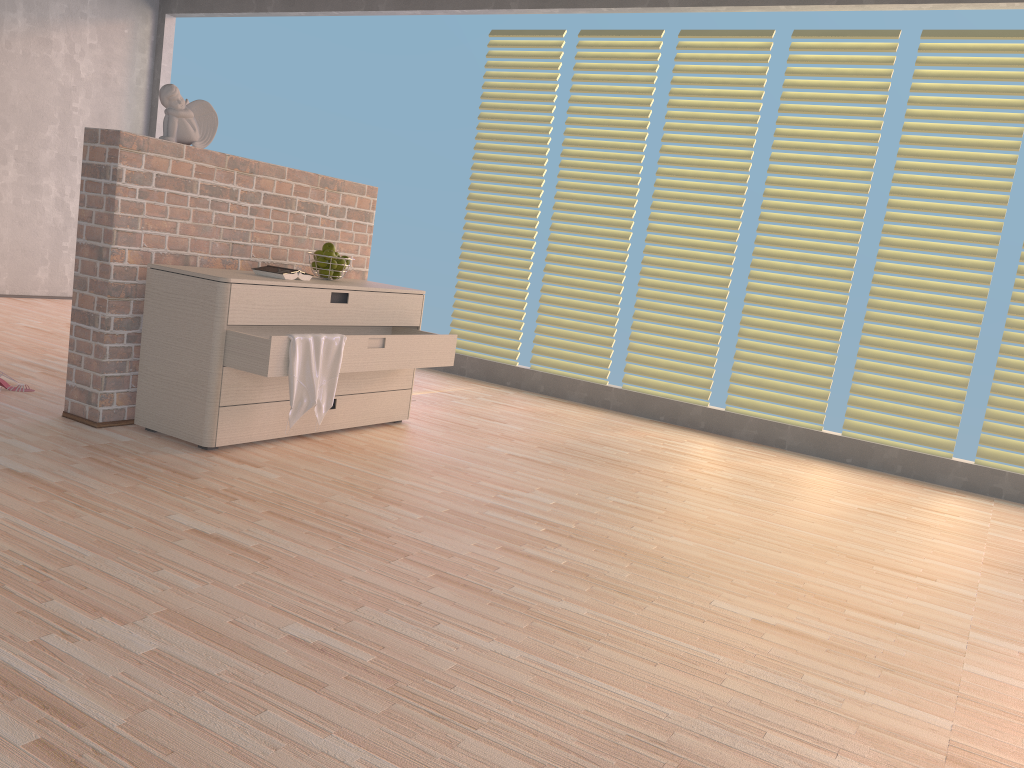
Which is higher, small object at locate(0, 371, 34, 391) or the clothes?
the clothes

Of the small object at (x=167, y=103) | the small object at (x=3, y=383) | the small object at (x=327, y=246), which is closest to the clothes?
the small object at (x=327, y=246)

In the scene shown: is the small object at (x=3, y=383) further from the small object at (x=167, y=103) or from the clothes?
the clothes

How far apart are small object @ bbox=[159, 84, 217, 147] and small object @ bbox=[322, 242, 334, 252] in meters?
0.6 m

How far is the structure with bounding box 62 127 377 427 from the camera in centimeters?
314cm

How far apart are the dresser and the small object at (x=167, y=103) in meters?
0.5 m

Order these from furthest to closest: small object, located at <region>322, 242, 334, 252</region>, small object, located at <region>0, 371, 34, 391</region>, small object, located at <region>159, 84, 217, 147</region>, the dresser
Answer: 1. small object, located at <region>322, 242, 334, 252</region>
2. small object, located at <region>0, 371, 34, 391</region>
3. small object, located at <region>159, 84, 217, 147</region>
4. the dresser

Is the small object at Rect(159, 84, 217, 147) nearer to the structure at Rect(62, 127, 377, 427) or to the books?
Answer: the structure at Rect(62, 127, 377, 427)

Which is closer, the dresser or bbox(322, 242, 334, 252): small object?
the dresser

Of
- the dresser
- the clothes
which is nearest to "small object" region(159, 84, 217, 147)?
the dresser
